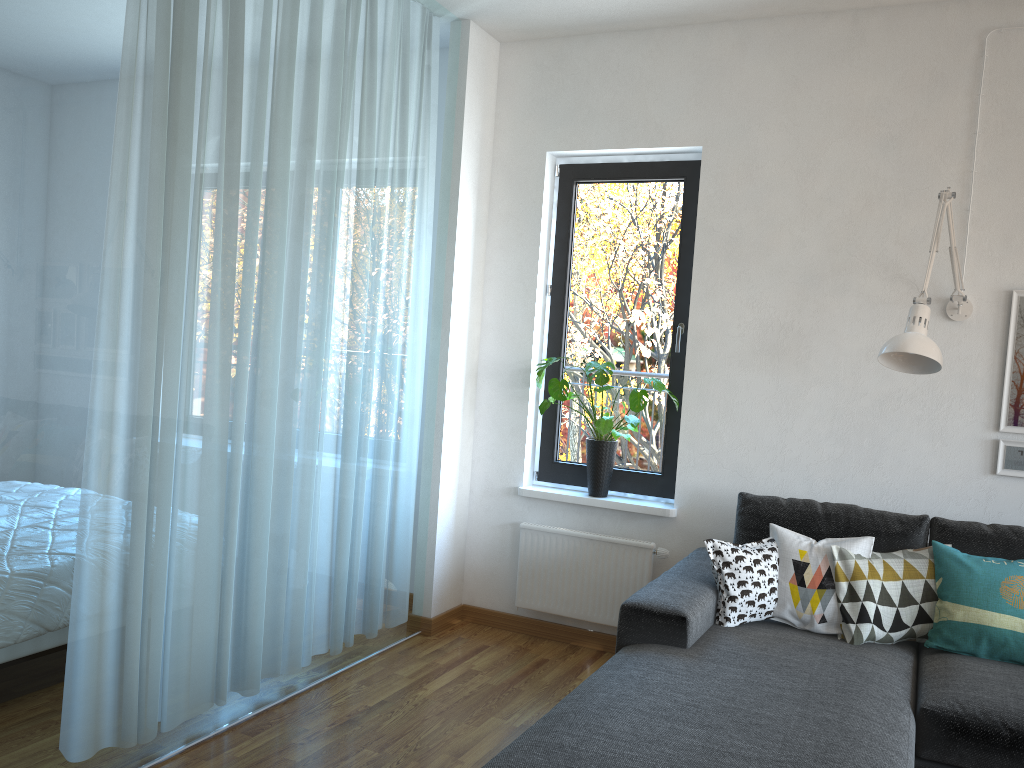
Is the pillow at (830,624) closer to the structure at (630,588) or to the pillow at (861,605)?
the pillow at (861,605)

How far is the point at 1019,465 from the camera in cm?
332

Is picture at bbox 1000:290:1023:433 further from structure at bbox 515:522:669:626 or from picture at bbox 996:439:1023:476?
structure at bbox 515:522:669:626

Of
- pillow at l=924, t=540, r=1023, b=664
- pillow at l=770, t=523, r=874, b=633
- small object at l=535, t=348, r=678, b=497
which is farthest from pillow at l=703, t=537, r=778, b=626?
small object at l=535, t=348, r=678, b=497

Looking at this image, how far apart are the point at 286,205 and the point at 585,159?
1.7m

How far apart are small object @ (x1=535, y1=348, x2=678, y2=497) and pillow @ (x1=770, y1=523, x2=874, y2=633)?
0.8 meters

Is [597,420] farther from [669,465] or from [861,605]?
[861,605]

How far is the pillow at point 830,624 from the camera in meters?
3.0 m

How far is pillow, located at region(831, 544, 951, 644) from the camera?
3.0m

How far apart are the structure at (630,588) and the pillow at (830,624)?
0.7m
